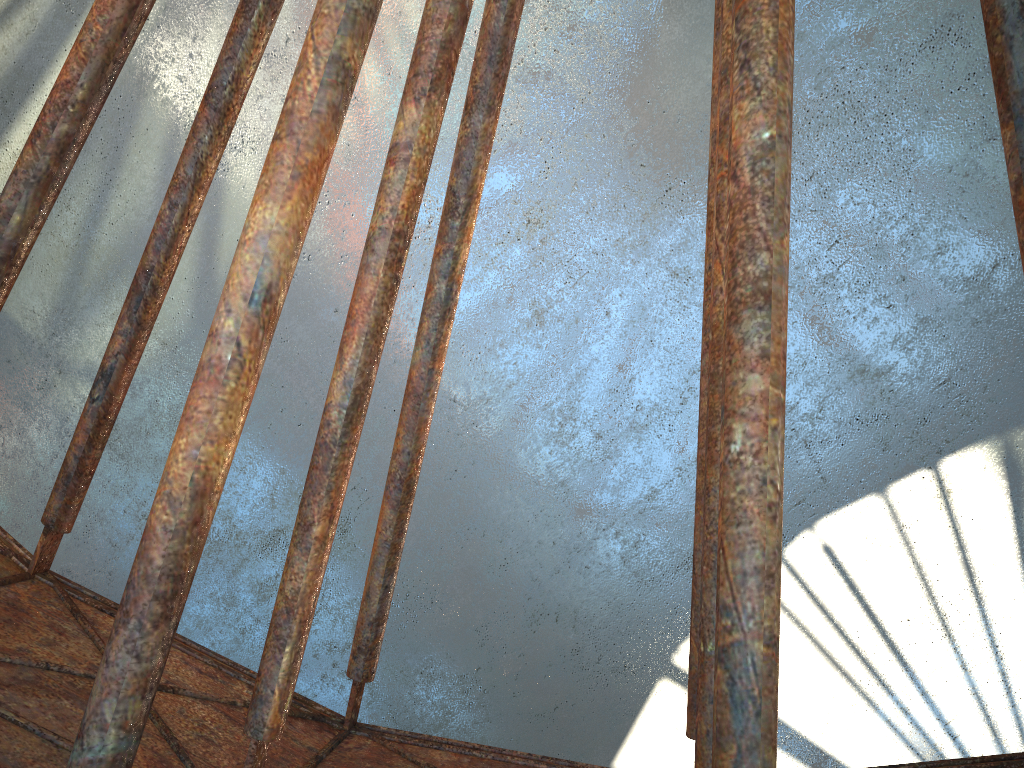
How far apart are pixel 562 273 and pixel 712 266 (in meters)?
13.04
